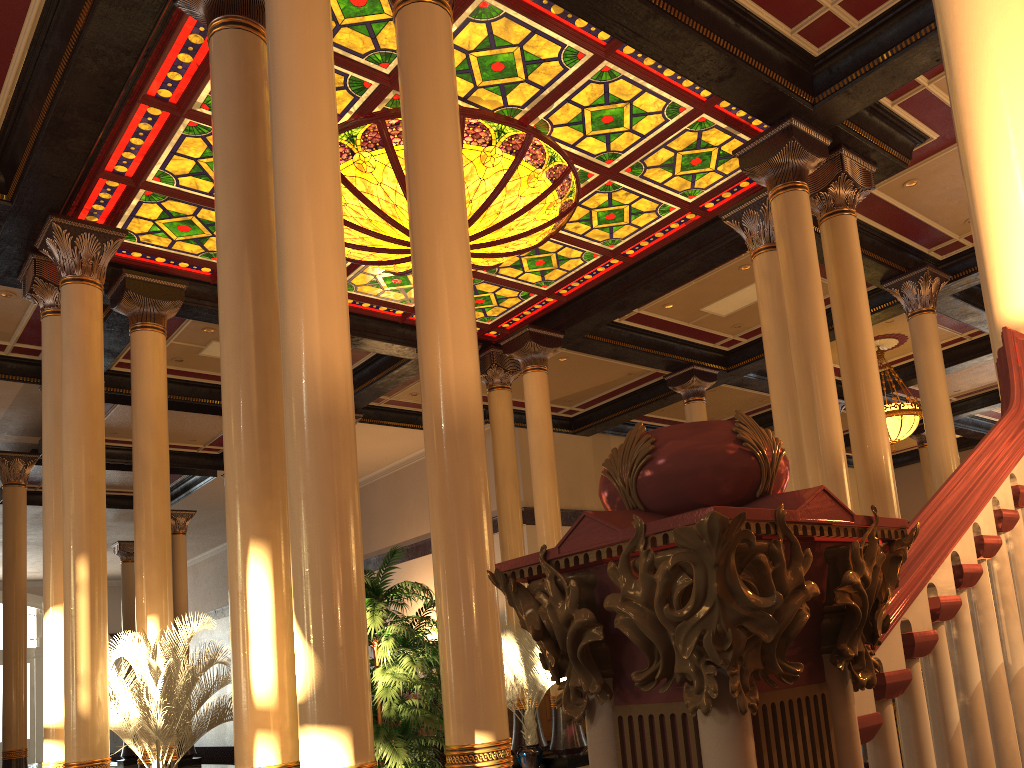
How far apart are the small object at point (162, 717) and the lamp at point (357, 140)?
4.18m

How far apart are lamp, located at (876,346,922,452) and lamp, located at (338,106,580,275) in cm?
714

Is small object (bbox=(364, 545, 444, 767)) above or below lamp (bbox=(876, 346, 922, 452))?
below

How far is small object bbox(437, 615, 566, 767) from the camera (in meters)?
10.57

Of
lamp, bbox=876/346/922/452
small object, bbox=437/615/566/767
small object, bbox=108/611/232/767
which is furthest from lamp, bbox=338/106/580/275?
lamp, bbox=876/346/922/452

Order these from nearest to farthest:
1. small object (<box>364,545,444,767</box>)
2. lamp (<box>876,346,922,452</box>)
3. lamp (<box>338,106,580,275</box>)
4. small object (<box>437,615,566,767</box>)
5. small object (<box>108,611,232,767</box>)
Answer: small object (<box>364,545,444,767</box>) → small object (<box>108,611,232,767</box>) → lamp (<box>338,106,580,275</box>) → small object (<box>437,615,566,767</box>) → lamp (<box>876,346,922,452</box>)

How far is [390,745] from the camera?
4.8m

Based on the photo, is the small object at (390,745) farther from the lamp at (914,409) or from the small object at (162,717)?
the lamp at (914,409)

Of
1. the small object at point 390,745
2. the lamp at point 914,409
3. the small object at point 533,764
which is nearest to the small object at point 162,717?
the small object at point 390,745

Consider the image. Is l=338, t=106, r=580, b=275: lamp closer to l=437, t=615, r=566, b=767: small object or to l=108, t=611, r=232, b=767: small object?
l=108, t=611, r=232, b=767: small object
